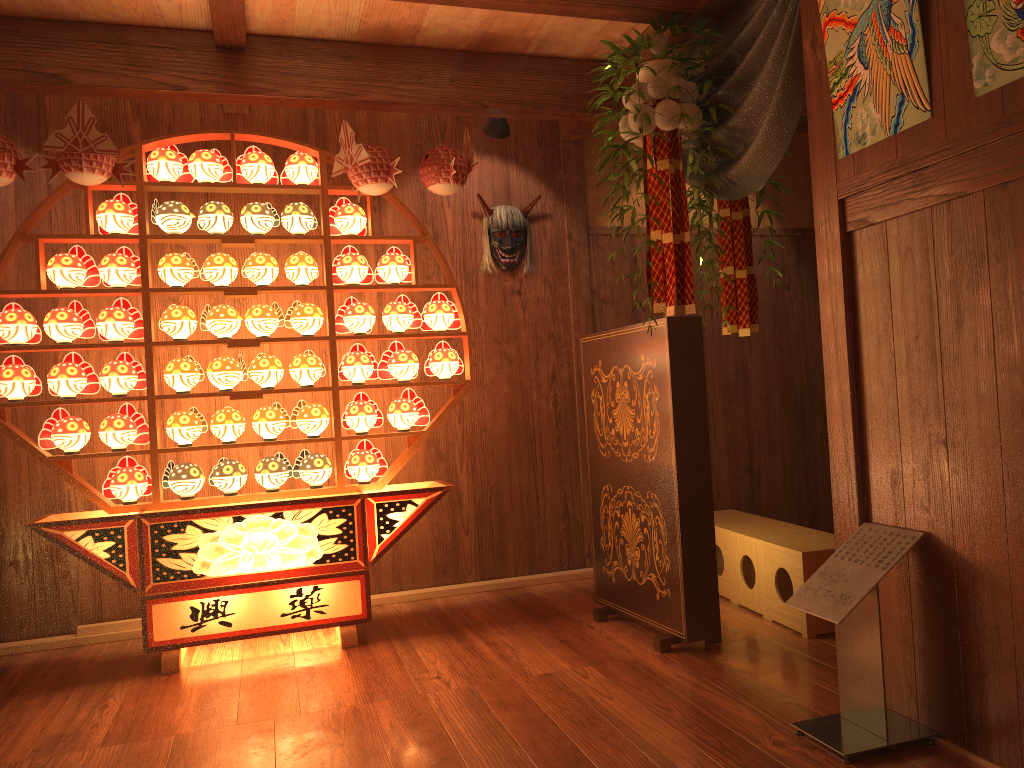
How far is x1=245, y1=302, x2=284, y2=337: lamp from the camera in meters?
3.8

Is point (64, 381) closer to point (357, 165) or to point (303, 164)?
point (303, 164)

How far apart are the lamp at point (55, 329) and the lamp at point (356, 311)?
1.02m

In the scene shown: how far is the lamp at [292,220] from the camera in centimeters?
388cm

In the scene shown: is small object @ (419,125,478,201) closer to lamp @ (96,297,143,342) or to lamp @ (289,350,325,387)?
lamp @ (289,350,325,387)

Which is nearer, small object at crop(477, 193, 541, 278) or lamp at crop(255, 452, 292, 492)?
lamp at crop(255, 452, 292, 492)

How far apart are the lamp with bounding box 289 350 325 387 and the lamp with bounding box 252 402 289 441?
0.2 meters

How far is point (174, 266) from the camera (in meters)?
3.74

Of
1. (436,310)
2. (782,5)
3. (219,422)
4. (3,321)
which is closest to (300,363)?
(219,422)

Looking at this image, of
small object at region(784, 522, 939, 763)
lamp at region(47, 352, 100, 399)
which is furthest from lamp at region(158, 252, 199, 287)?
small object at region(784, 522, 939, 763)
